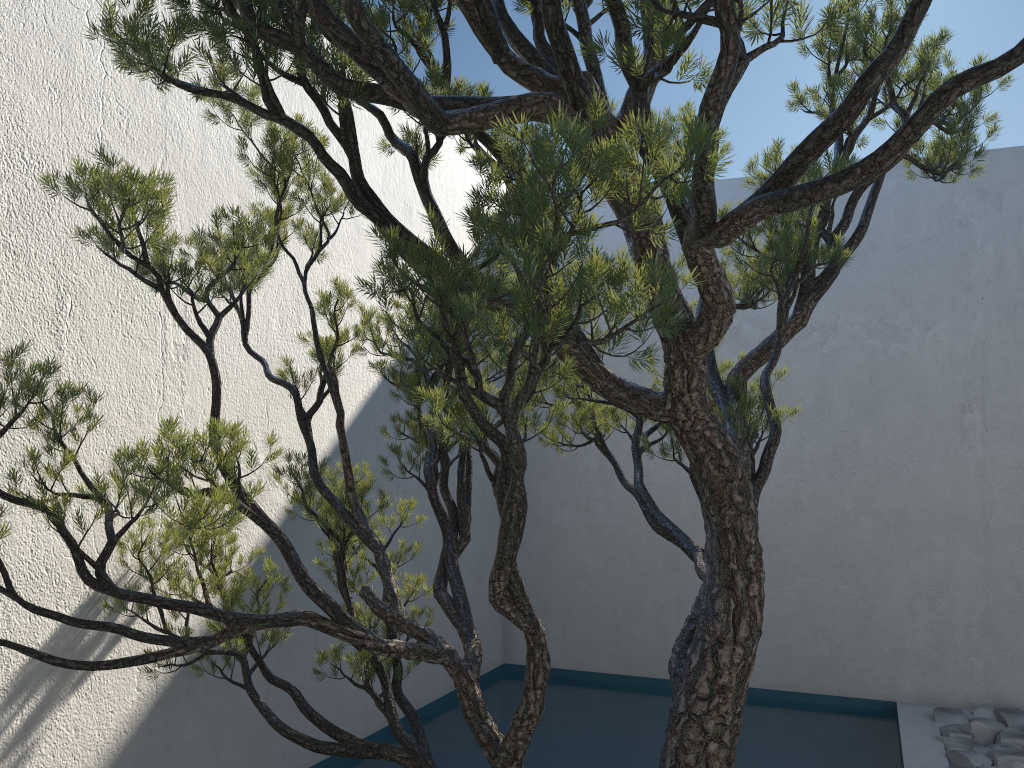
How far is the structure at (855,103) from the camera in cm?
123

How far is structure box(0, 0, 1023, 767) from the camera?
1.23m

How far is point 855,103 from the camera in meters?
1.2 m

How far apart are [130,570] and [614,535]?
3.0m
